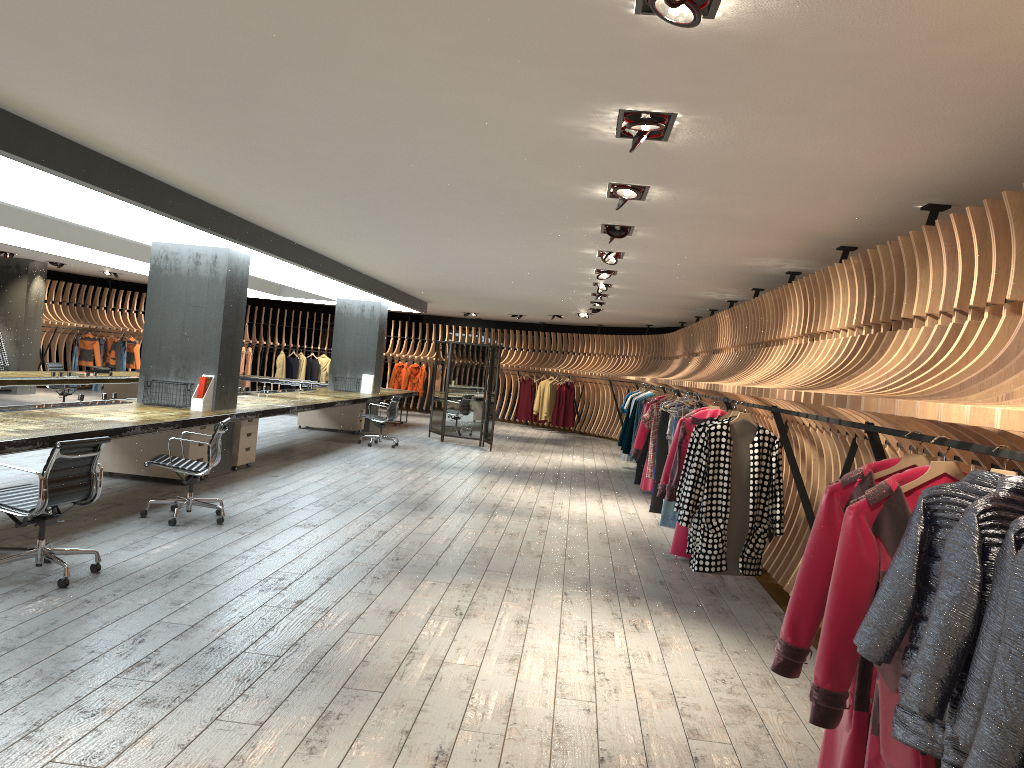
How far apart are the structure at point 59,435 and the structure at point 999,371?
4.25m

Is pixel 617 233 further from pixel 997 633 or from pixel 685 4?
pixel 997 633

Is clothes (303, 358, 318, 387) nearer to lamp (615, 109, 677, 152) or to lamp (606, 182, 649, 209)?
lamp (606, 182, 649, 209)

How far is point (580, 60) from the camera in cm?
351

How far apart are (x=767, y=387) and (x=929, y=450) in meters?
1.9 m

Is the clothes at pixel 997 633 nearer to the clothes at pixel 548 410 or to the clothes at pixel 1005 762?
the clothes at pixel 1005 762

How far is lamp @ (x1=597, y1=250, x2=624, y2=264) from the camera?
8.9 meters

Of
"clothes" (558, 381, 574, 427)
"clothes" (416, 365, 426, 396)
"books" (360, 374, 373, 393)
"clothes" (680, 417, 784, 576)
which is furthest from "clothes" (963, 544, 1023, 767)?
"clothes" (416, 365, 426, 396)

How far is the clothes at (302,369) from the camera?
24.11m

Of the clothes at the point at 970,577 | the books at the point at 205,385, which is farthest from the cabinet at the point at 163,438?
the clothes at the point at 970,577
